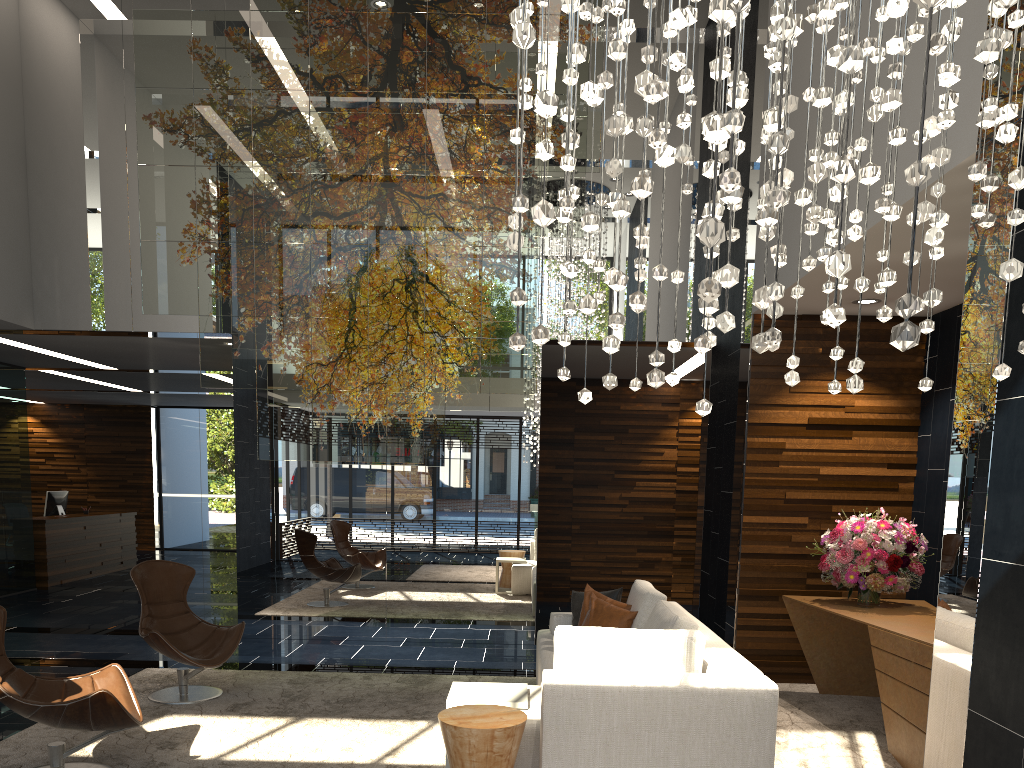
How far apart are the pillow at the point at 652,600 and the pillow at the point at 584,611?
0.3m

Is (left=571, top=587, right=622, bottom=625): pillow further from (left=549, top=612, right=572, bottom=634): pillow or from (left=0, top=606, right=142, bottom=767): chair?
(left=0, top=606, right=142, bottom=767): chair

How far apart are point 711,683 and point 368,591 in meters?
4.8

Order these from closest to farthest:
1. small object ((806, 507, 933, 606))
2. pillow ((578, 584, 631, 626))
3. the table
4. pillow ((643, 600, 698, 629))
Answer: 1. the table
2. pillow ((643, 600, 698, 629))
3. small object ((806, 507, 933, 606))
4. pillow ((578, 584, 631, 626))

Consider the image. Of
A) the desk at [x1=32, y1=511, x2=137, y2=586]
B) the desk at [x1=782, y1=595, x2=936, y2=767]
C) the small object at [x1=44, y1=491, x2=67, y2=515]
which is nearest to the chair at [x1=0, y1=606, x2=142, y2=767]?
the desk at [x1=782, y1=595, x2=936, y2=767]

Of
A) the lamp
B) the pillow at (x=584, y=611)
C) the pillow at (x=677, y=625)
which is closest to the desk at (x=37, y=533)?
the pillow at (x=584, y=611)

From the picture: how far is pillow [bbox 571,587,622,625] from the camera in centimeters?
577cm

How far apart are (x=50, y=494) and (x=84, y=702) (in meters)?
9.80

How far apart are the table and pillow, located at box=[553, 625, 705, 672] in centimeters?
30cm

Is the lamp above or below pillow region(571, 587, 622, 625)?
above
